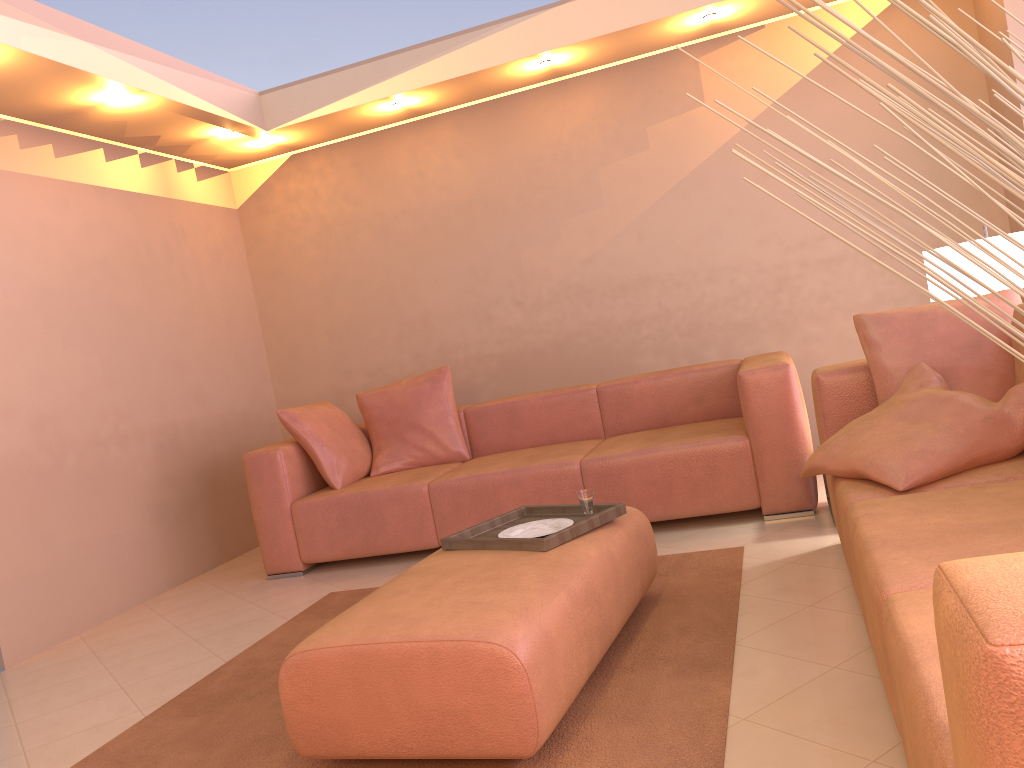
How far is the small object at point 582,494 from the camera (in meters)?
2.82

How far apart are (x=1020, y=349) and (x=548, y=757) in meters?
1.8 m

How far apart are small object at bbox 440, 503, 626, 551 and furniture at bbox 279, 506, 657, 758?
0.02m

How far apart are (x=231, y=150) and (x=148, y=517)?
2.3 meters

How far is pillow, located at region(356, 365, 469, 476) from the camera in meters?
4.8

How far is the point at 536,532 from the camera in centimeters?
278cm

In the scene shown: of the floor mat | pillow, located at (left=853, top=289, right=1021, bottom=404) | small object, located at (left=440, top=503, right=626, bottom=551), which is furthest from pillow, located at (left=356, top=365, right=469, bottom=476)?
pillow, located at (left=853, top=289, right=1021, bottom=404)

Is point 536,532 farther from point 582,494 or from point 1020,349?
point 1020,349

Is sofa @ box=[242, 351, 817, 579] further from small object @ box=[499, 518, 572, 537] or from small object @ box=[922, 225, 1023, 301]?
small object @ box=[499, 518, 572, 537]

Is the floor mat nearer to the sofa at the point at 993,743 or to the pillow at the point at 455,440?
the sofa at the point at 993,743
